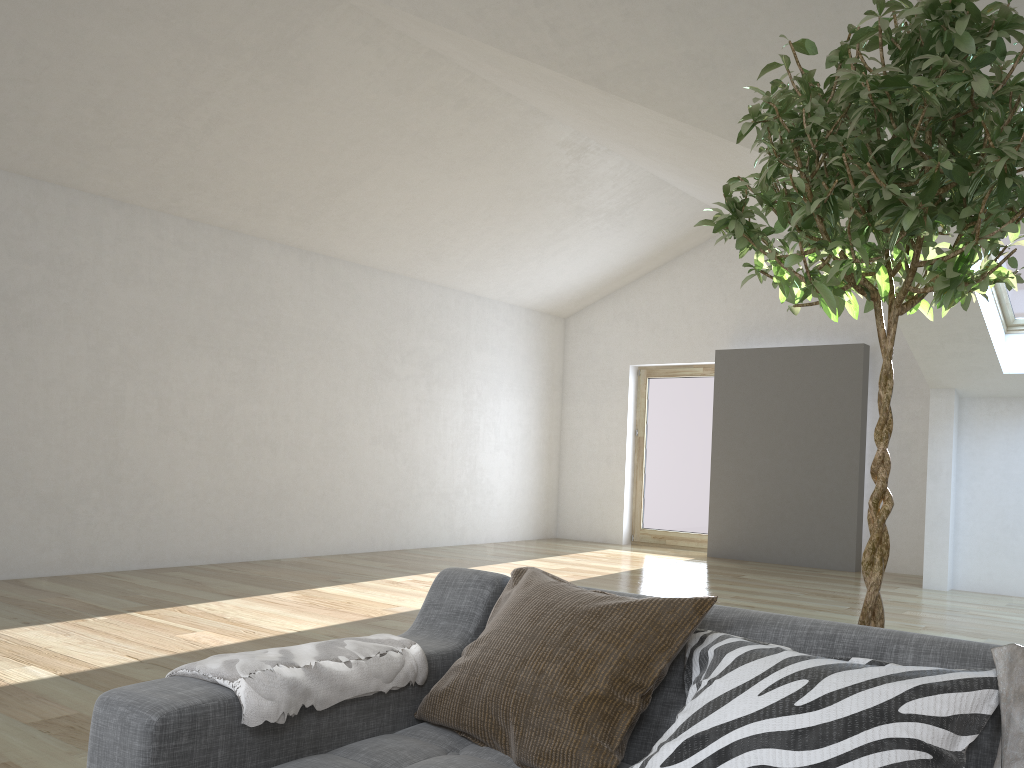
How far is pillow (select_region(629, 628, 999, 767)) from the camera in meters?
1.3 m

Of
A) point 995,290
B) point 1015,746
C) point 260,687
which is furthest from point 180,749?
point 995,290

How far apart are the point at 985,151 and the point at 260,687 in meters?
1.6

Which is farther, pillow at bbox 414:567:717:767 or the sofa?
pillow at bbox 414:567:717:767

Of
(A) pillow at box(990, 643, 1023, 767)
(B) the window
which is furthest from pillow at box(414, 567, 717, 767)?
(B) the window

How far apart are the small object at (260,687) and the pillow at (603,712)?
0.1m

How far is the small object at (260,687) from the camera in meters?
1.5

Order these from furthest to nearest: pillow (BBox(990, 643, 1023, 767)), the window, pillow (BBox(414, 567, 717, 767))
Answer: the window < pillow (BBox(414, 567, 717, 767)) < pillow (BBox(990, 643, 1023, 767))

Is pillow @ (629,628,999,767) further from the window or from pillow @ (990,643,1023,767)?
the window

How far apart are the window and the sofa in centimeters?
547cm
